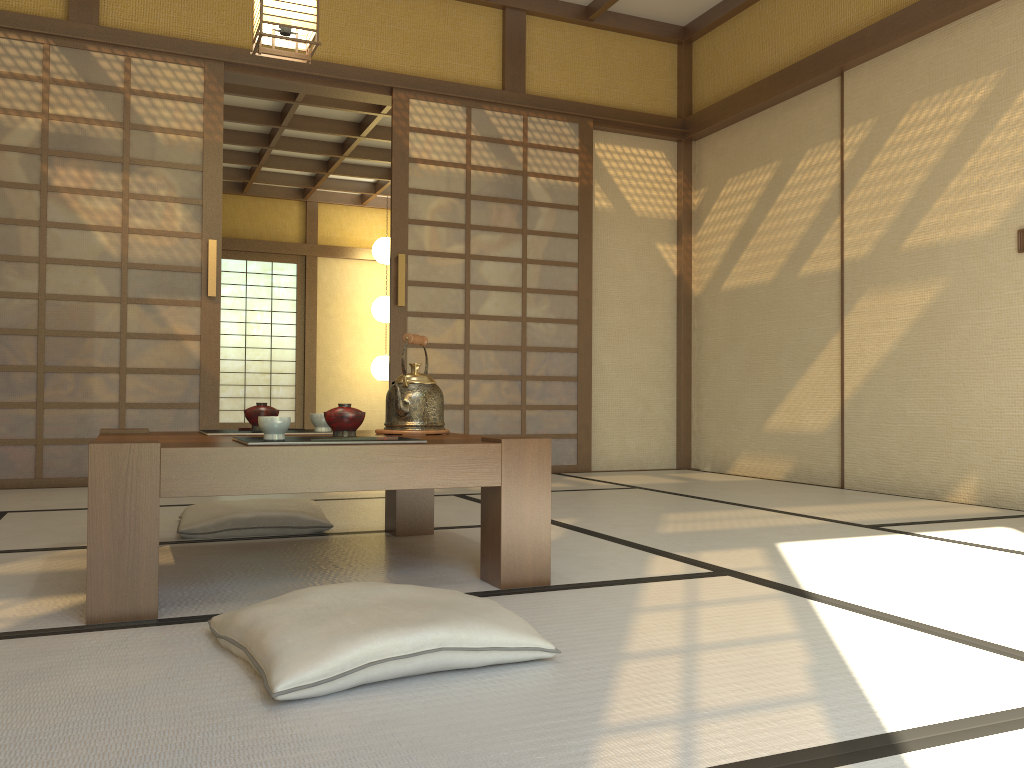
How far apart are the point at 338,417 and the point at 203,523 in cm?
98

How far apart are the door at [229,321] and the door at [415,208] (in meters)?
6.00

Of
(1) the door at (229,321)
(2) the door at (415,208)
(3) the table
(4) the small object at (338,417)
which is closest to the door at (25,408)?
(2) the door at (415,208)

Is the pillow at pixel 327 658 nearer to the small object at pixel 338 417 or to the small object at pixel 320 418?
the small object at pixel 338 417

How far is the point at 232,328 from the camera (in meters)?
10.56

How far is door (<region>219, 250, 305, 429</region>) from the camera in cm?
1055

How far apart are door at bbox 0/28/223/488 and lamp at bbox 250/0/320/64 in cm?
134

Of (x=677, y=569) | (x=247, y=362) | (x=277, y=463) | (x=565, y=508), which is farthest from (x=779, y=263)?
(x=247, y=362)

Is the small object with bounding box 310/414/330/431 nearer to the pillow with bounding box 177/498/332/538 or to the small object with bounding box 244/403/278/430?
the small object with bounding box 244/403/278/430

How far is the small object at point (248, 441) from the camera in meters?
1.9
